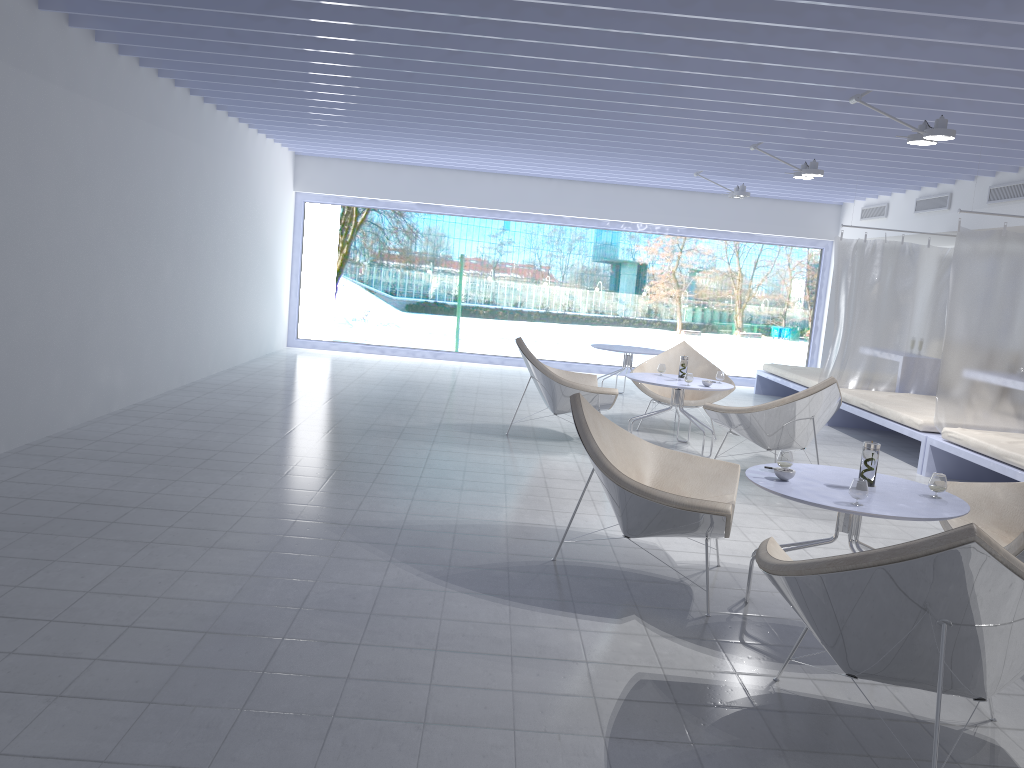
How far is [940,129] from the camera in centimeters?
509cm

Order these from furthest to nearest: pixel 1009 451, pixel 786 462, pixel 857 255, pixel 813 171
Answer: pixel 857 255
pixel 813 171
pixel 1009 451
pixel 786 462

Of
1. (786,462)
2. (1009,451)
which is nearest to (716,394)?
(1009,451)

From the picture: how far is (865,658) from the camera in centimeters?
243cm

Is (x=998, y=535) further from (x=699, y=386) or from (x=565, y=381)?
(x=565, y=381)

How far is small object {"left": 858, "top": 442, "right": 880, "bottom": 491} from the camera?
3.40m

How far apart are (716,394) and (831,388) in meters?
1.8

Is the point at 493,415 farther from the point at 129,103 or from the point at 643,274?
the point at 643,274

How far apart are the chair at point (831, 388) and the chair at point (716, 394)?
1.28m

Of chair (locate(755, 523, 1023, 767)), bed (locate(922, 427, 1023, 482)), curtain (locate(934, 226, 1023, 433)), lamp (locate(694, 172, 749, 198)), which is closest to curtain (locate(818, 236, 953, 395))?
lamp (locate(694, 172, 749, 198))
